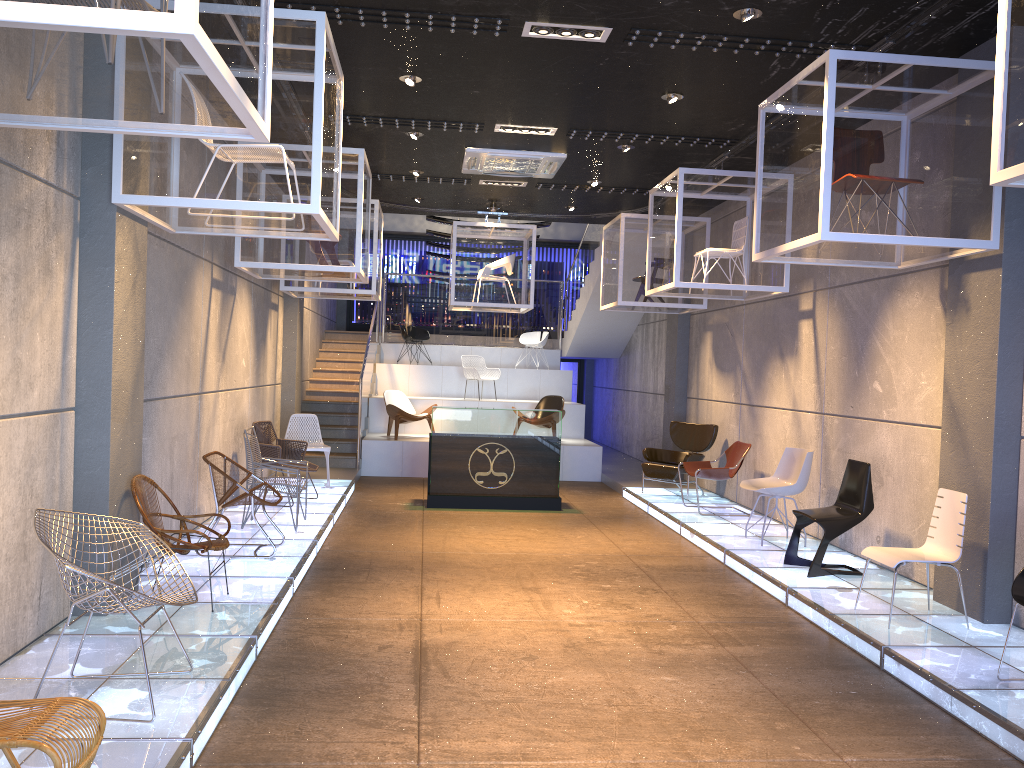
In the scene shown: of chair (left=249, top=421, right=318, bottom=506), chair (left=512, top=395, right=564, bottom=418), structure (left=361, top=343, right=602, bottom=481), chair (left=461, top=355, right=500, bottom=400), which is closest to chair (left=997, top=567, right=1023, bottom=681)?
chair (left=249, top=421, right=318, bottom=506)

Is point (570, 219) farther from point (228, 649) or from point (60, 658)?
point (60, 658)

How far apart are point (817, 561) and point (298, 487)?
4.5 meters

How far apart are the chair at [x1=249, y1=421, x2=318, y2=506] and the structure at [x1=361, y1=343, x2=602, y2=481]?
3.3m

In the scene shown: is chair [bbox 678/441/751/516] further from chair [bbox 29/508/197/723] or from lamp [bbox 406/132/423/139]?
chair [bbox 29/508/197/723]

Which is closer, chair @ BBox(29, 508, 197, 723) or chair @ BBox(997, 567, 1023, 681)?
chair @ BBox(29, 508, 197, 723)

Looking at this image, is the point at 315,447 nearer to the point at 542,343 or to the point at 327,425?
the point at 327,425

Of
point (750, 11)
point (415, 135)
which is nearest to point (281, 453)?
point (415, 135)

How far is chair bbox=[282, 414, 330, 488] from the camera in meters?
10.9 m

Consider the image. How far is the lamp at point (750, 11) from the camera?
5.7m
